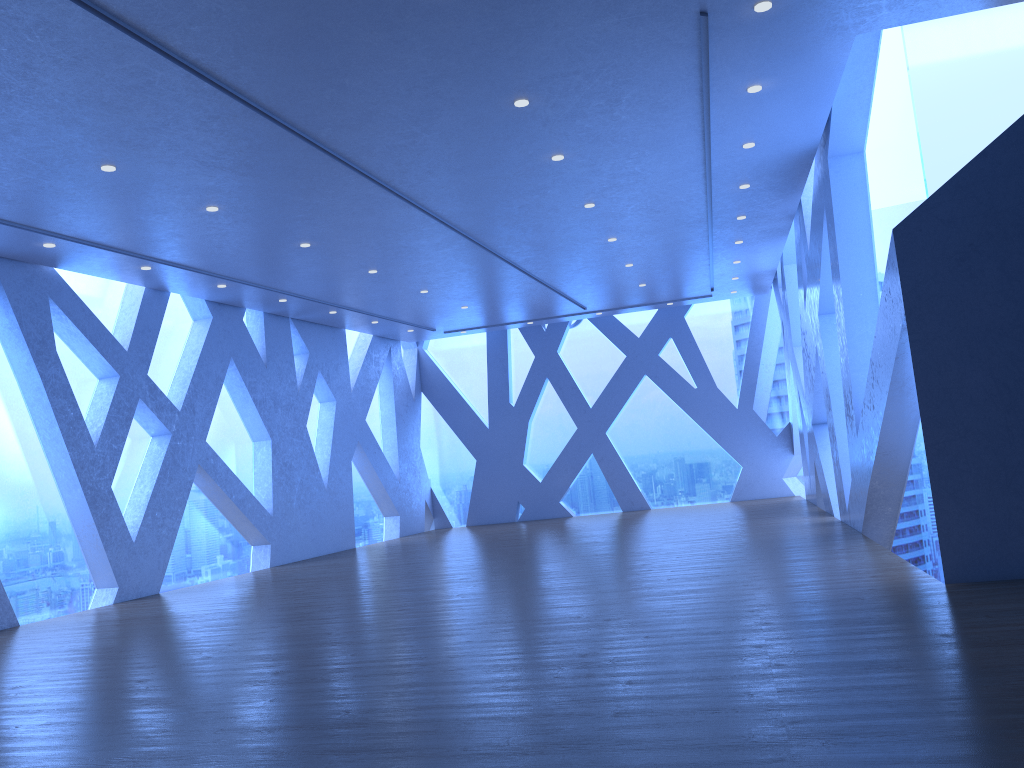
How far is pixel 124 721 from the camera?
4.5 meters
